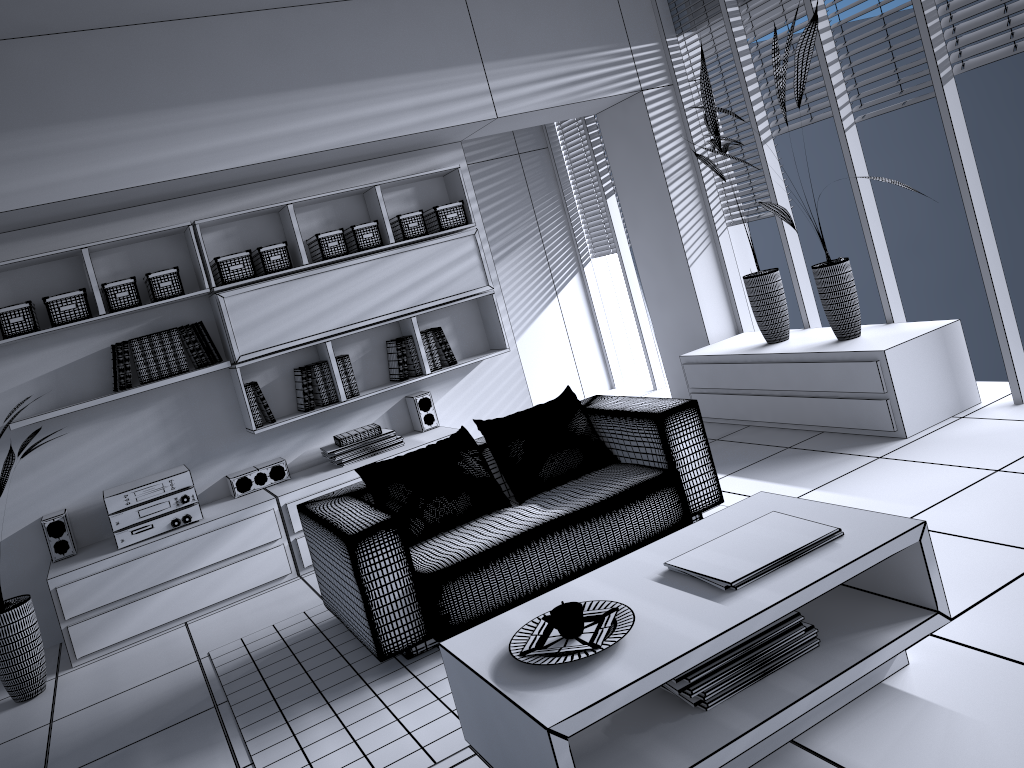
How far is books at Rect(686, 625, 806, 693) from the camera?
2.3 meters

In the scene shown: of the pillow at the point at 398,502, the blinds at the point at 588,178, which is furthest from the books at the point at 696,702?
the blinds at the point at 588,178

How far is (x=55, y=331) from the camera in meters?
4.7 m

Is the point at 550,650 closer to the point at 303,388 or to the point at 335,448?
the point at 335,448

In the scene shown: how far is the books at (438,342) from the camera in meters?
5.6 m

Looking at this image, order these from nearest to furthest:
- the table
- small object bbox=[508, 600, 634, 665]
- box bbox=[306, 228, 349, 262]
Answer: the table
small object bbox=[508, 600, 634, 665]
box bbox=[306, 228, 349, 262]

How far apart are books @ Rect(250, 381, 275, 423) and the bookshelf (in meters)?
0.07

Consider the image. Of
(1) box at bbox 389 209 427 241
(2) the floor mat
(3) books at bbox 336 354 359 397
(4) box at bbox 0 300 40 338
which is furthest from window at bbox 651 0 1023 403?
(4) box at bbox 0 300 40 338

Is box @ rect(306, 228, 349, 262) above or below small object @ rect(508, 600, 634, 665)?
above

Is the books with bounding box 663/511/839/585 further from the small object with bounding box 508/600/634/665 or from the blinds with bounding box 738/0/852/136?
the blinds with bounding box 738/0/852/136
